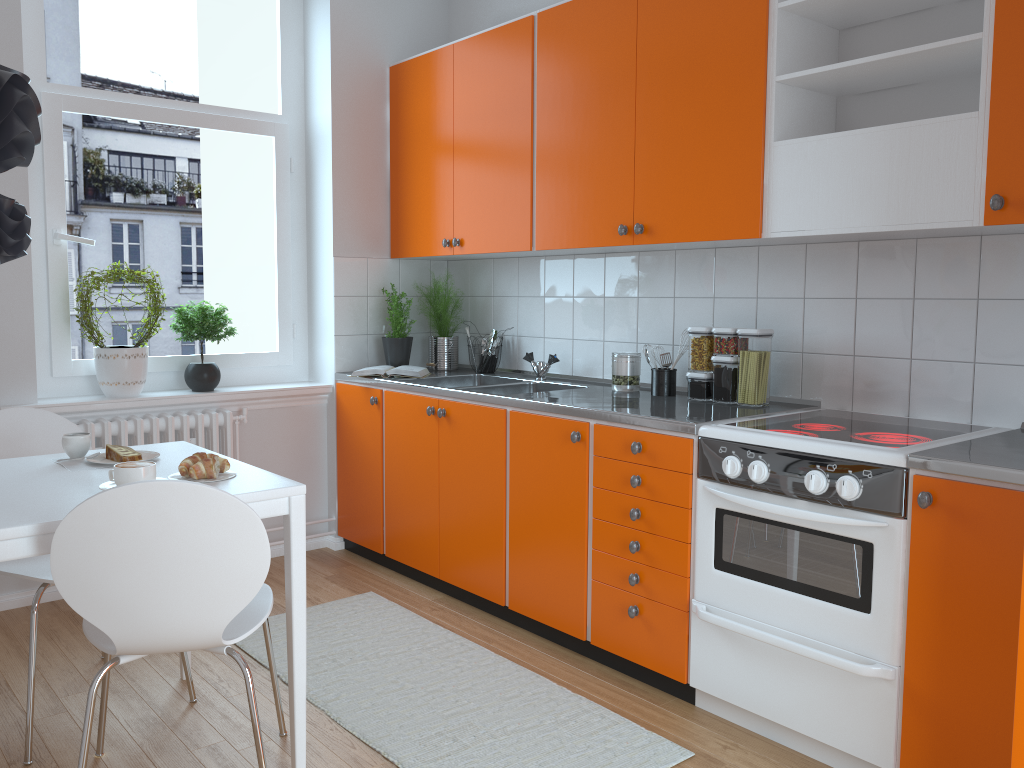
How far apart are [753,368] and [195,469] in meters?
1.8 m

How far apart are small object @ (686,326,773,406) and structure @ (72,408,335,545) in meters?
2.0

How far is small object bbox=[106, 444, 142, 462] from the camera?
2.4 meters

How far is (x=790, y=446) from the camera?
2.4m

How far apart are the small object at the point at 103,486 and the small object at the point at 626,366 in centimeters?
193cm

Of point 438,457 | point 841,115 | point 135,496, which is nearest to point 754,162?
point 841,115

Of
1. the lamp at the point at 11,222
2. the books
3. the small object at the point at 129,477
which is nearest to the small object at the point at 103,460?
the small object at the point at 129,477

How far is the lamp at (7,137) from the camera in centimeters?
196cm

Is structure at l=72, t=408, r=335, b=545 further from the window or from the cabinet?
the cabinet

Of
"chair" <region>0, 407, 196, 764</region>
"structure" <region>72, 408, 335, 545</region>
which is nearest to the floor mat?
"chair" <region>0, 407, 196, 764</region>
